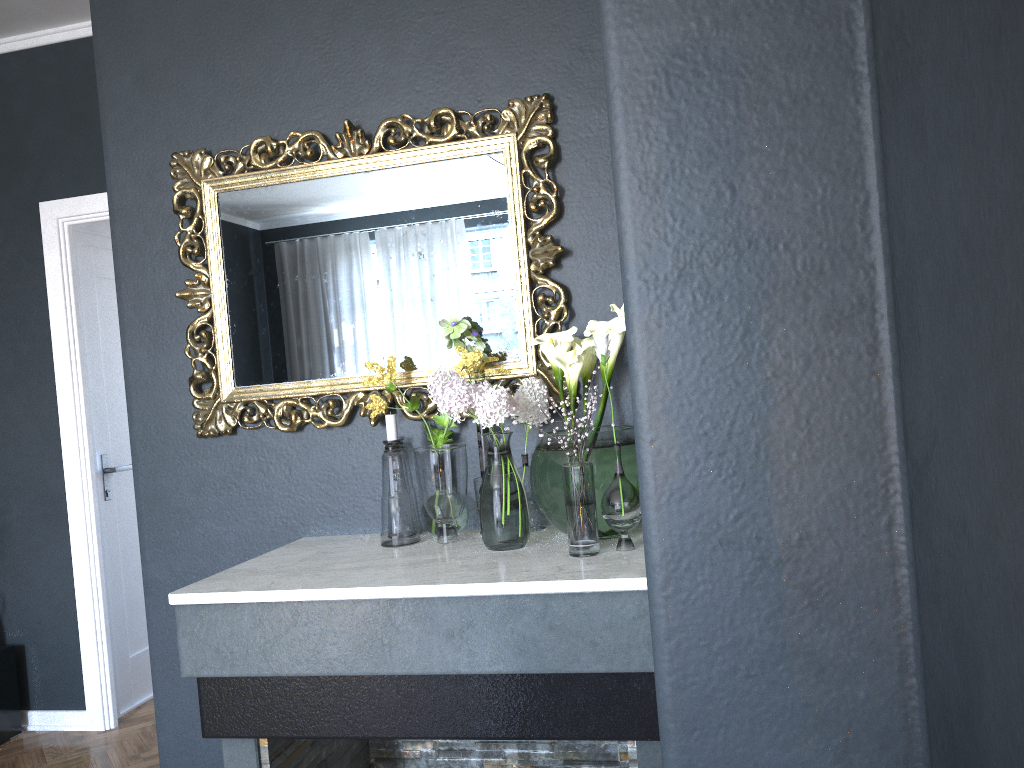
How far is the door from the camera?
4.0m

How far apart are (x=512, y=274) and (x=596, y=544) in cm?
75

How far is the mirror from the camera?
2.2 meters

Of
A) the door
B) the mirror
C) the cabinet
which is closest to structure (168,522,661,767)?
the mirror

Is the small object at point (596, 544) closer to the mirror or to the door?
the mirror

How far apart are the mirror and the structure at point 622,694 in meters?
0.3

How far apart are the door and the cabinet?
0.40m

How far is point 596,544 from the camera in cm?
178

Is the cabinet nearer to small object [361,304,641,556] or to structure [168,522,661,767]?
structure [168,522,661,767]

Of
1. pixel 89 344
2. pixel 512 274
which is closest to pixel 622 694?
pixel 512 274
